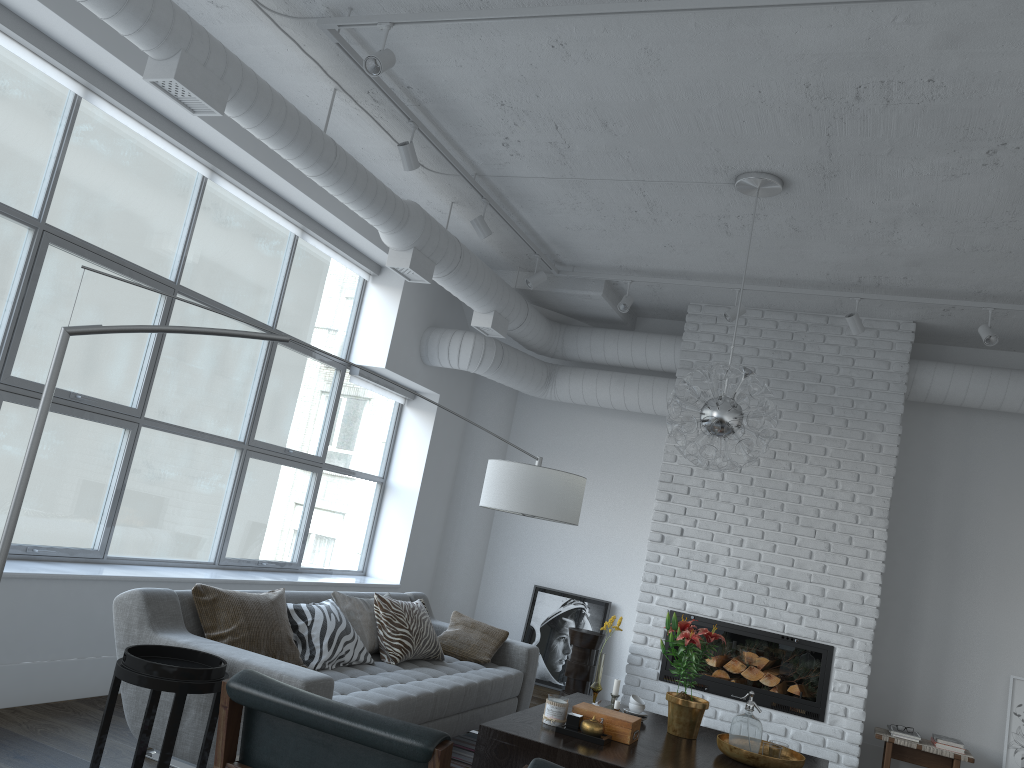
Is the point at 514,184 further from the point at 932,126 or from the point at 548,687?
the point at 548,687

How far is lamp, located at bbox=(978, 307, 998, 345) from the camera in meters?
5.5

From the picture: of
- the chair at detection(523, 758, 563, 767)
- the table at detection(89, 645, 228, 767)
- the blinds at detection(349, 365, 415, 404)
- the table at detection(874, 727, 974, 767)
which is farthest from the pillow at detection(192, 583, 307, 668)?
the table at detection(874, 727, 974, 767)

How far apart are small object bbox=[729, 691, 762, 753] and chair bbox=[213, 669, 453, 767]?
2.3 meters

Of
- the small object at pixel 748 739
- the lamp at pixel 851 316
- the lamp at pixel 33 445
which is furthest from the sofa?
the lamp at pixel 851 316

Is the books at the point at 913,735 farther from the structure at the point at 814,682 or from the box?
the box

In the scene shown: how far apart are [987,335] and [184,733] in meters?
5.0 m

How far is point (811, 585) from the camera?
6.29m

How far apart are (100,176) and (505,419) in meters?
15.9

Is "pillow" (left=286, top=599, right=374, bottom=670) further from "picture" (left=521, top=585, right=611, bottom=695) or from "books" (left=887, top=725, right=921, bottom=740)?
"books" (left=887, top=725, right=921, bottom=740)
